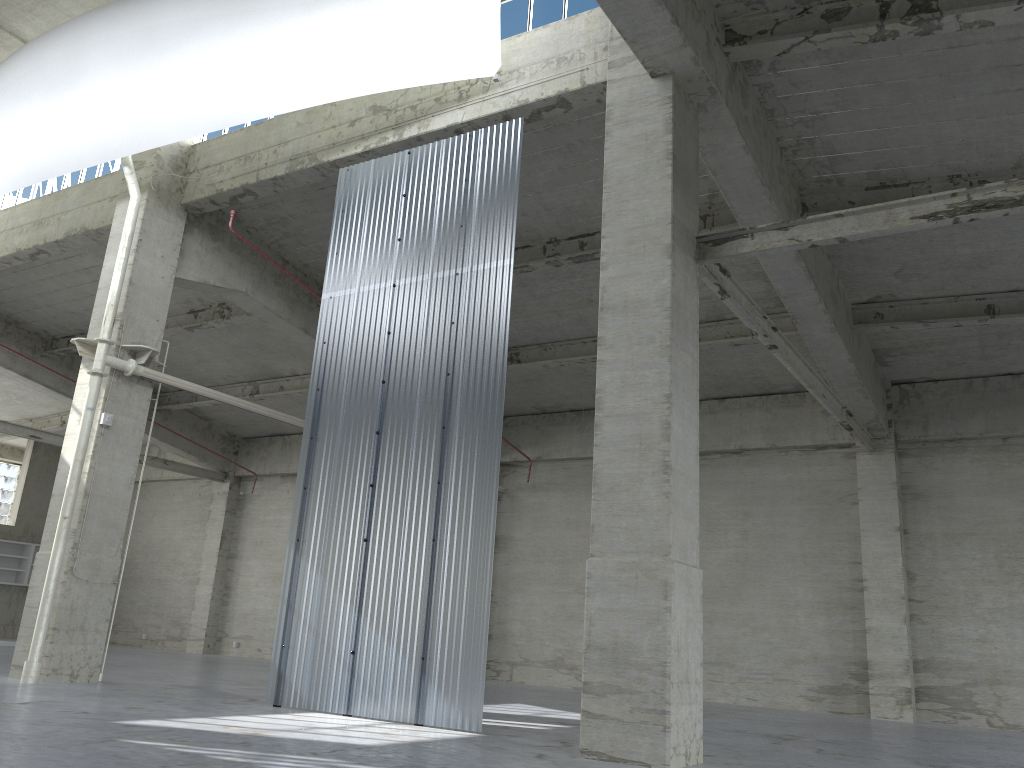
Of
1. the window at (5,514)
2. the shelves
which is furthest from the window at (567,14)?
the window at (5,514)

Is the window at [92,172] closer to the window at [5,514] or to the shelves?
the shelves

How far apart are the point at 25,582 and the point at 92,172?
23.37m

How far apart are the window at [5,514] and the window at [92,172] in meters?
23.5 m

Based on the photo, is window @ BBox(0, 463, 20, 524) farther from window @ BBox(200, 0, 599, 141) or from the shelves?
window @ BBox(200, 0, 599, 141)

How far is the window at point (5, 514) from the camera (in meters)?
44.29

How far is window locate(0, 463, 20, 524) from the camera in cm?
4429

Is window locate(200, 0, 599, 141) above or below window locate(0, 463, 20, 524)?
above

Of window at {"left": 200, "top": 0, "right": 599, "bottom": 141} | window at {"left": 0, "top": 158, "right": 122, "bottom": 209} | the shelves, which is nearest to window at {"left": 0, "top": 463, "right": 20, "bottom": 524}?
the shelves

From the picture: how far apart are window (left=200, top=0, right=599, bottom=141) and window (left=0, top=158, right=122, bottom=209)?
3.4 meters
